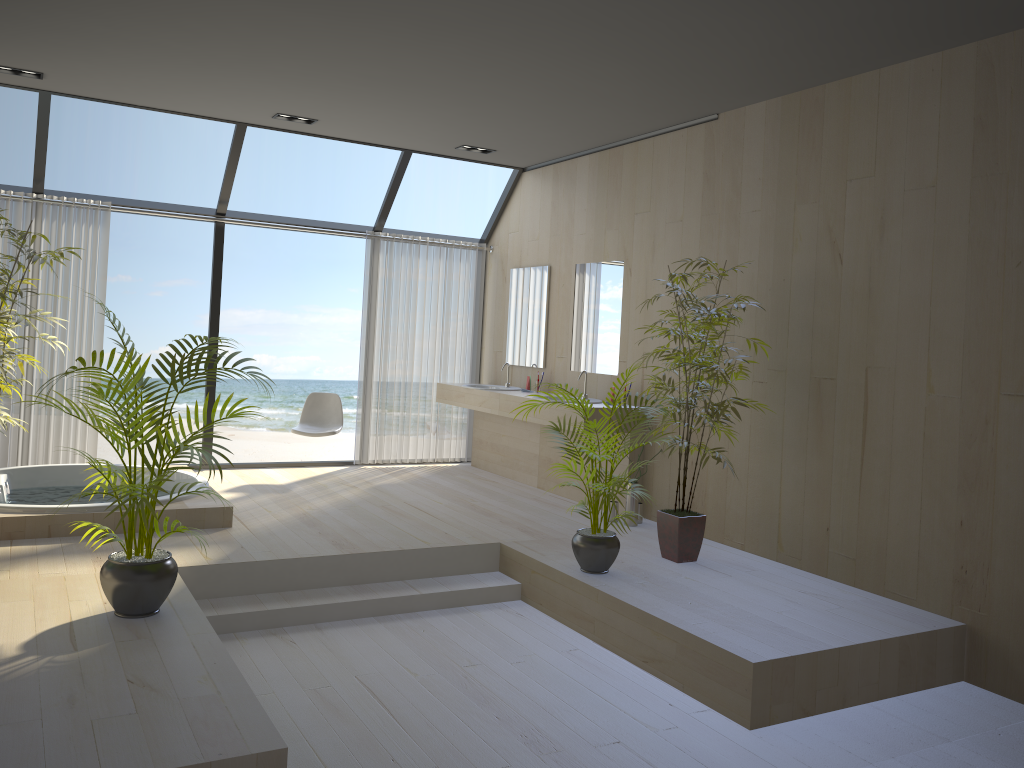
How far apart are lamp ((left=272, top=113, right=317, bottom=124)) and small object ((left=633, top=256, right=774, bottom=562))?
3.1m

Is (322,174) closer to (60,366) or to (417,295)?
(417,295)

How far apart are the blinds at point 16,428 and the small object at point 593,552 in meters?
4.0

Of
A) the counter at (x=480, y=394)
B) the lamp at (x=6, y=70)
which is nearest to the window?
the lamp at (x=6, y=70)

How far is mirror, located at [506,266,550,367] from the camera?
7.53m

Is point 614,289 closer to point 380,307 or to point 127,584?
point 380,307

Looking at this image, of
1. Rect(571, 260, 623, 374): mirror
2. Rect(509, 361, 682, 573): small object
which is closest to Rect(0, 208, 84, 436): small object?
Rect(509, 361, 682, 573): small object

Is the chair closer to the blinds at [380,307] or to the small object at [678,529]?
the blinds at [380,307]

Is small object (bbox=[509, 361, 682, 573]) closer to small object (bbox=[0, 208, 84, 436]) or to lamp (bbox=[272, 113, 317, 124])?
small object (bbox=[0, 208, 84, 436])

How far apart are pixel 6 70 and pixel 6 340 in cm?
239
